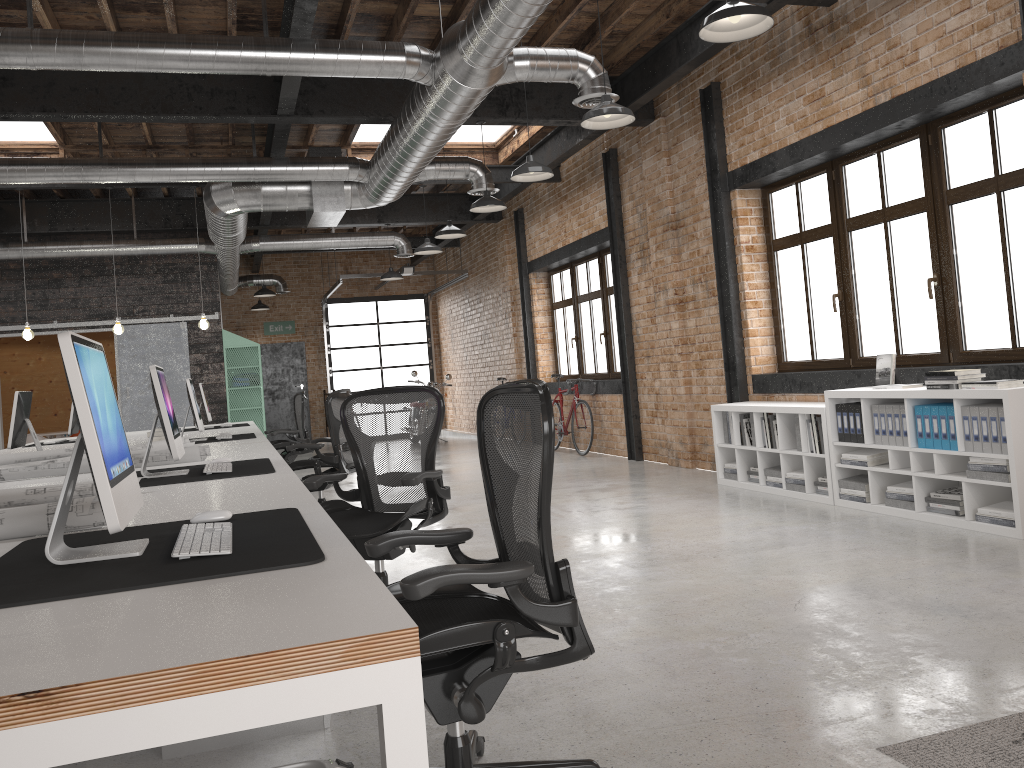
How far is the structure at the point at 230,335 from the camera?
13.2m

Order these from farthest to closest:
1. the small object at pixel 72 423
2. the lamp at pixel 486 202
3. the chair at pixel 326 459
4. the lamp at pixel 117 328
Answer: the lamp at pixel 117 328 < the small object at pixel 72 423 < the lamp at pixel 486 202 < the chair at pixel 326 459

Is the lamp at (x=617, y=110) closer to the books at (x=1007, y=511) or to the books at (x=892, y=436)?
the books at (x=892, y=436)

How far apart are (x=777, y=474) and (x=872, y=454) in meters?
1.1 m

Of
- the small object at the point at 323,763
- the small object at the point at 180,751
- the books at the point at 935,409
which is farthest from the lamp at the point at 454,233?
the small object at the point at 323,763

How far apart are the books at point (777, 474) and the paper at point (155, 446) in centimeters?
435cm

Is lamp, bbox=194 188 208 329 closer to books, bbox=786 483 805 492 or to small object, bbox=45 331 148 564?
books, bbox=786 483 805 492

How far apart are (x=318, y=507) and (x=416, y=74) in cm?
417

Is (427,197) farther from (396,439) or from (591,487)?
(396,439)

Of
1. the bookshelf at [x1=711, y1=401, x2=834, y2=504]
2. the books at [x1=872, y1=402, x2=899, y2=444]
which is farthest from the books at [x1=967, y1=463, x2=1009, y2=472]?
the bookshelf at [x1=711, y1=401, x2=834, y2=504]
